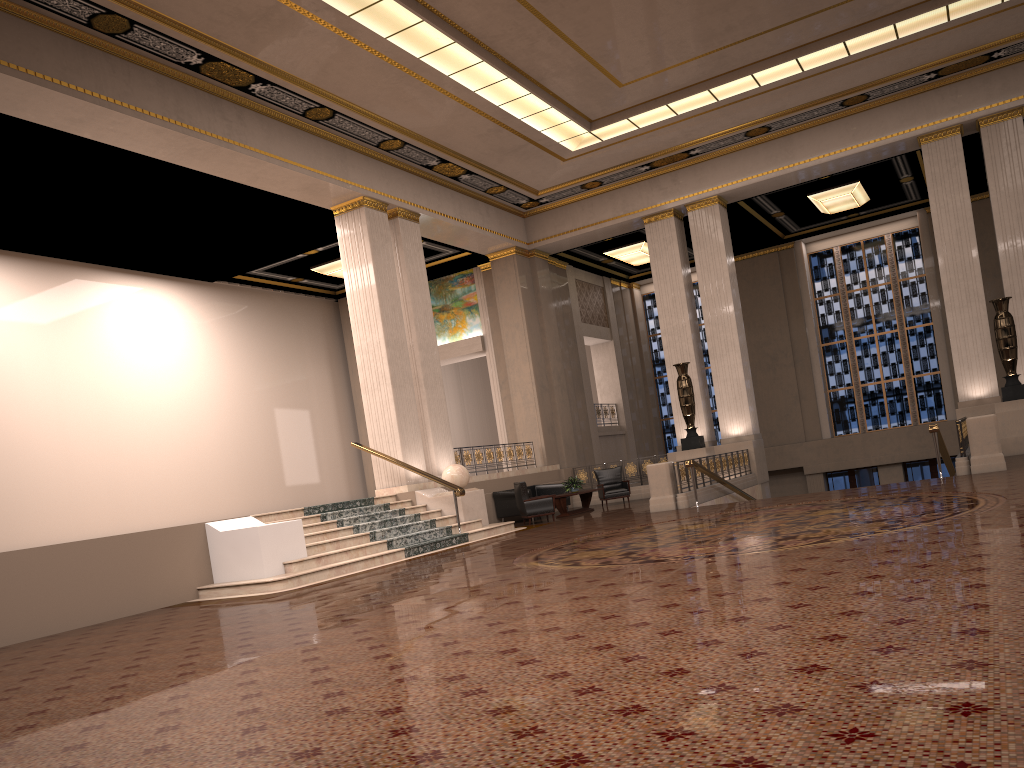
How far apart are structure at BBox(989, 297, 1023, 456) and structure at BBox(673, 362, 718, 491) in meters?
5.4

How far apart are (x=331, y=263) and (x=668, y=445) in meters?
12.6

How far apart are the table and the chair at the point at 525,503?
0.9 meters

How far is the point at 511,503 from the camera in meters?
17.9

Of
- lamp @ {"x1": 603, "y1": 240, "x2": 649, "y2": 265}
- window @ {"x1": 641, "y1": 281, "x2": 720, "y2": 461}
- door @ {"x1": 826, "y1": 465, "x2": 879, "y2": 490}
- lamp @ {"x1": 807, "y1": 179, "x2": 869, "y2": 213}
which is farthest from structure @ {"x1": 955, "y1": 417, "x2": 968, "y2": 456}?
window @ {"x1": 641, "y1": 281, "x2": 720, "y2": 461}

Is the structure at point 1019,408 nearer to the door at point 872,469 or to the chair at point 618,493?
the chair at point 618,493

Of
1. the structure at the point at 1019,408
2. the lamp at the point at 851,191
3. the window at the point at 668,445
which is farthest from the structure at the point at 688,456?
the window at the point at 668,445

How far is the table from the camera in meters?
17.6

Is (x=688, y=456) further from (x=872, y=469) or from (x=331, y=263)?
(x=331, y=263)

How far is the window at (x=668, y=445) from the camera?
27.8m
